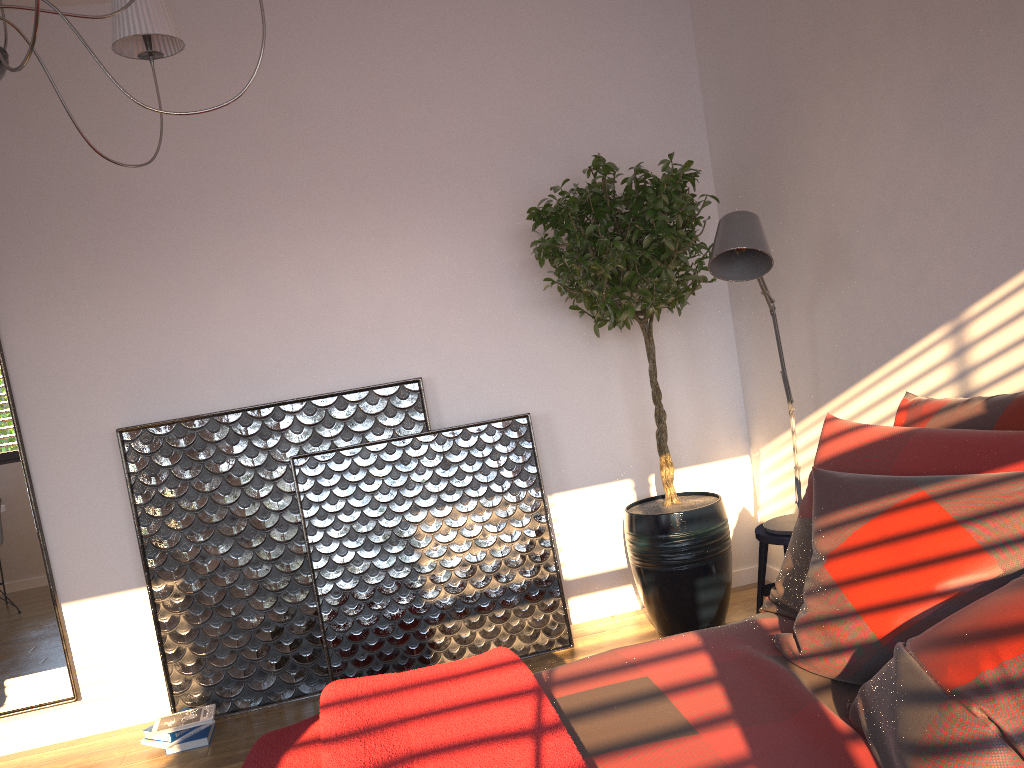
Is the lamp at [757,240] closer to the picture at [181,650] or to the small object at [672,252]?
the small object at [672,252]

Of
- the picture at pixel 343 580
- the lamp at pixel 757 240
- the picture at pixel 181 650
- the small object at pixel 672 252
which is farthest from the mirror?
the lamp at pixel 757 240

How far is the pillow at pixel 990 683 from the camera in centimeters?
127cm

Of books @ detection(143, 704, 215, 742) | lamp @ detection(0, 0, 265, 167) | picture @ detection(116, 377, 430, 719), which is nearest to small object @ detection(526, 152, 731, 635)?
picture @ detection(116, 377, 430, 719)

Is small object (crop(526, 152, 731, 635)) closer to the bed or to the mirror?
the bed

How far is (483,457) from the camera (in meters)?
3.77

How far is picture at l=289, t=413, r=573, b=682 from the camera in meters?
3.6

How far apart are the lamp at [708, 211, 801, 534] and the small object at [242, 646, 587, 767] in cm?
133

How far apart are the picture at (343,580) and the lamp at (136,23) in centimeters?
183cm

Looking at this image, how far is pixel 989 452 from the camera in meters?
2.0 m
